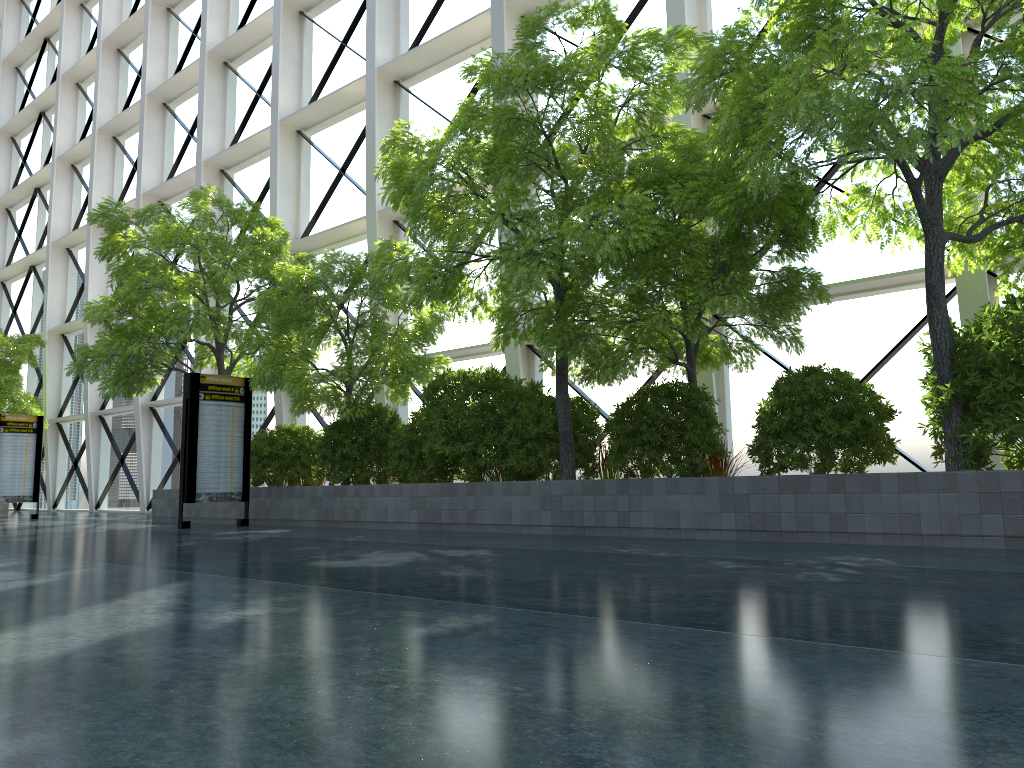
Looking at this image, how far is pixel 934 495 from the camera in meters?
8.0
